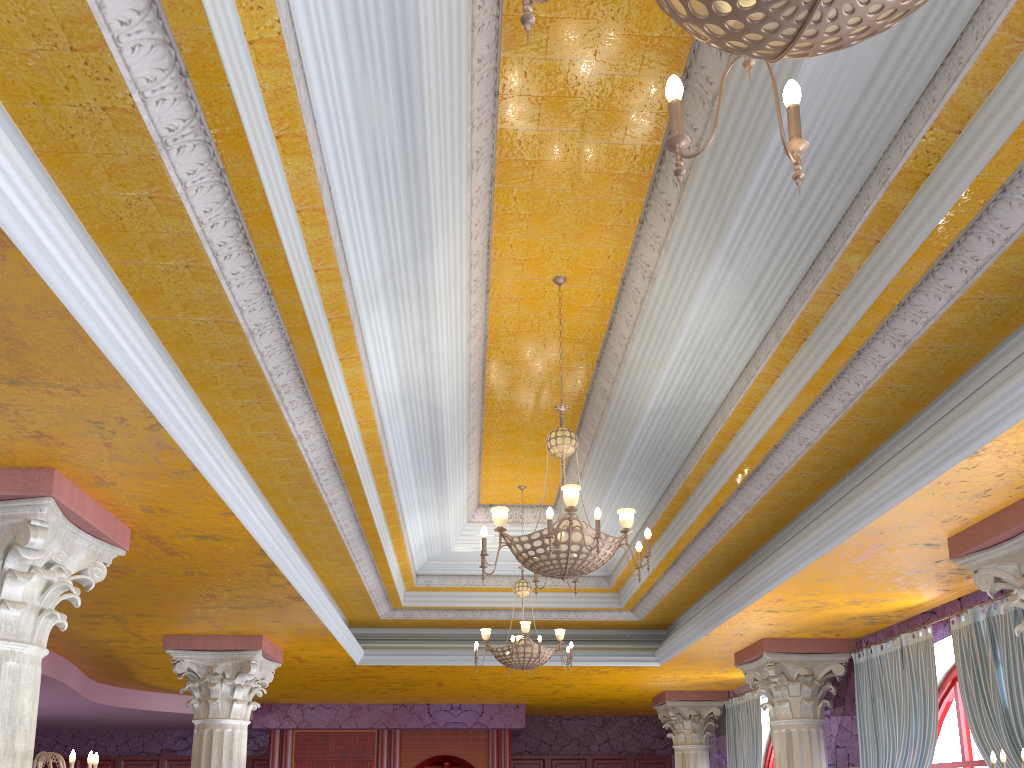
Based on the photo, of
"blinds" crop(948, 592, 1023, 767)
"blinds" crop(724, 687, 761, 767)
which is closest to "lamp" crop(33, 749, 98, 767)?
"blinds" crop(948, 592, 1023, 767)

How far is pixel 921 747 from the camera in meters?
7.6

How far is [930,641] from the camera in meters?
7.6 m

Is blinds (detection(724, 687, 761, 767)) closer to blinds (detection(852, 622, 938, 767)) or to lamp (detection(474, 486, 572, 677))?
blinds (detection(852, 622, 938, 767))

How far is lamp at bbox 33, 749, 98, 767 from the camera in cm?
440

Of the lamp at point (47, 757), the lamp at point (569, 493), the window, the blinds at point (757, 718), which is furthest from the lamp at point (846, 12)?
the blinds at point (757, 718)

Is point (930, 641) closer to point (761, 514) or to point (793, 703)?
point (793, 703)

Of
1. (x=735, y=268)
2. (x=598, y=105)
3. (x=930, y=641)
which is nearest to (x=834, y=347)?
(x=735, y=268)

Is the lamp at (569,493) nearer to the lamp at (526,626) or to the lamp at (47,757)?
the lamp at (47,757)

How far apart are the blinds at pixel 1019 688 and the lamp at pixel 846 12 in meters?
5.6 m
